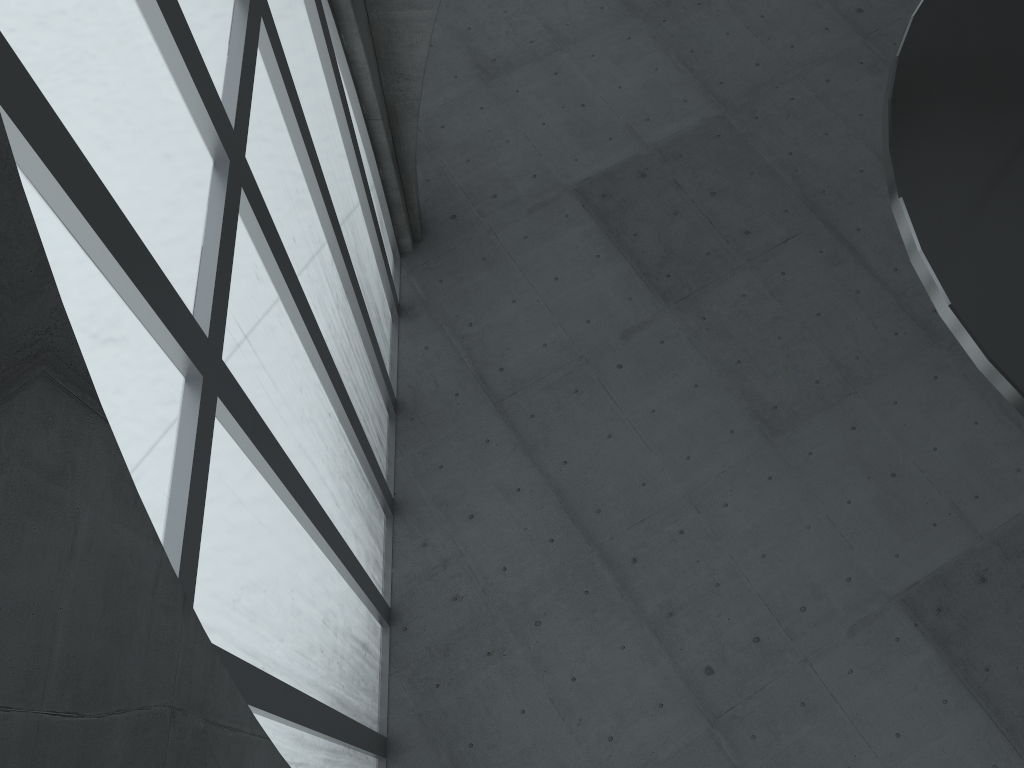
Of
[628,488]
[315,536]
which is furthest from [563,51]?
[315,536]

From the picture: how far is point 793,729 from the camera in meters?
22.0 m
